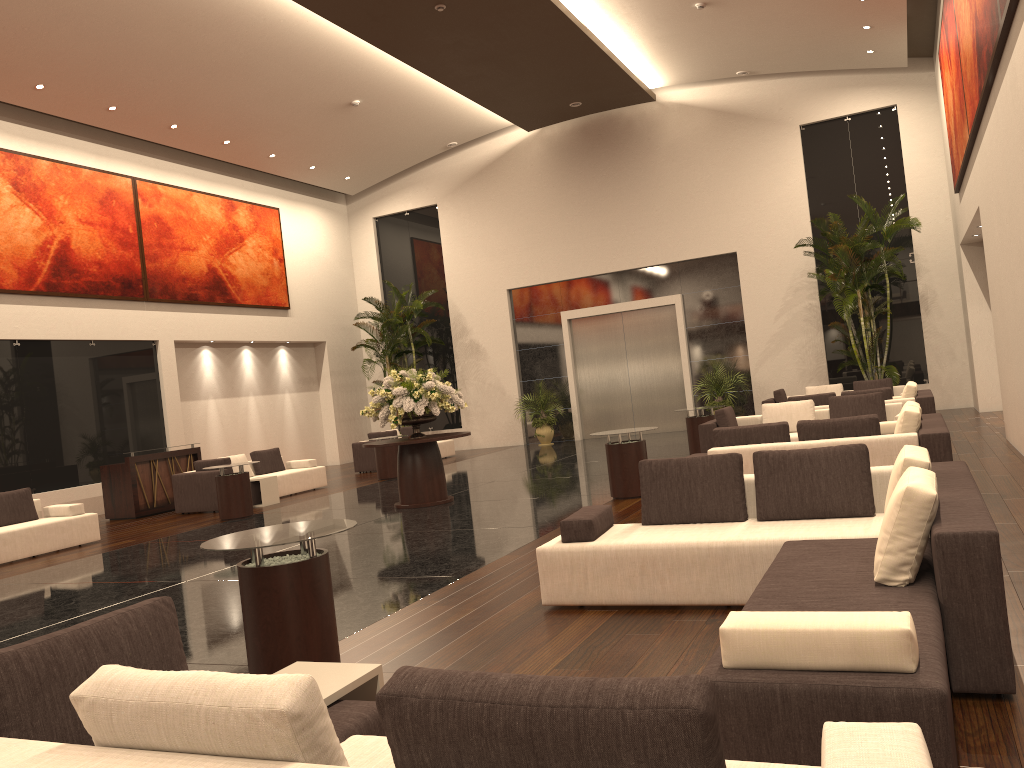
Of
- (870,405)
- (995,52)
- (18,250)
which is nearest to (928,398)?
(870,405)

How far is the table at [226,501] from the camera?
13.0 meters

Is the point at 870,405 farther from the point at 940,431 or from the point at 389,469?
the point at 389,469

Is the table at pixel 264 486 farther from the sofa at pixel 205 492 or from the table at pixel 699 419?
the table at pixel 699 419

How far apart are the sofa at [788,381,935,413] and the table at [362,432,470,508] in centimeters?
557cm

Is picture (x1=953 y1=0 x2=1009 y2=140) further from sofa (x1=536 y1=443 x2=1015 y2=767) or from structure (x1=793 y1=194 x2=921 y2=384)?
structure (x1=793 y1=194 x2=921 y2=384)

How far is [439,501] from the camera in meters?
12.0

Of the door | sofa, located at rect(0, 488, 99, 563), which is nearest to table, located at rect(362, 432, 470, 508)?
sofa, located at rect(0, 488, 99, 563)

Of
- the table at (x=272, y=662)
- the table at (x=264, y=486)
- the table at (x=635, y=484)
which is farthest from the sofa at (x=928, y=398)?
the table at (x=272, y=662)

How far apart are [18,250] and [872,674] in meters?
16.2
